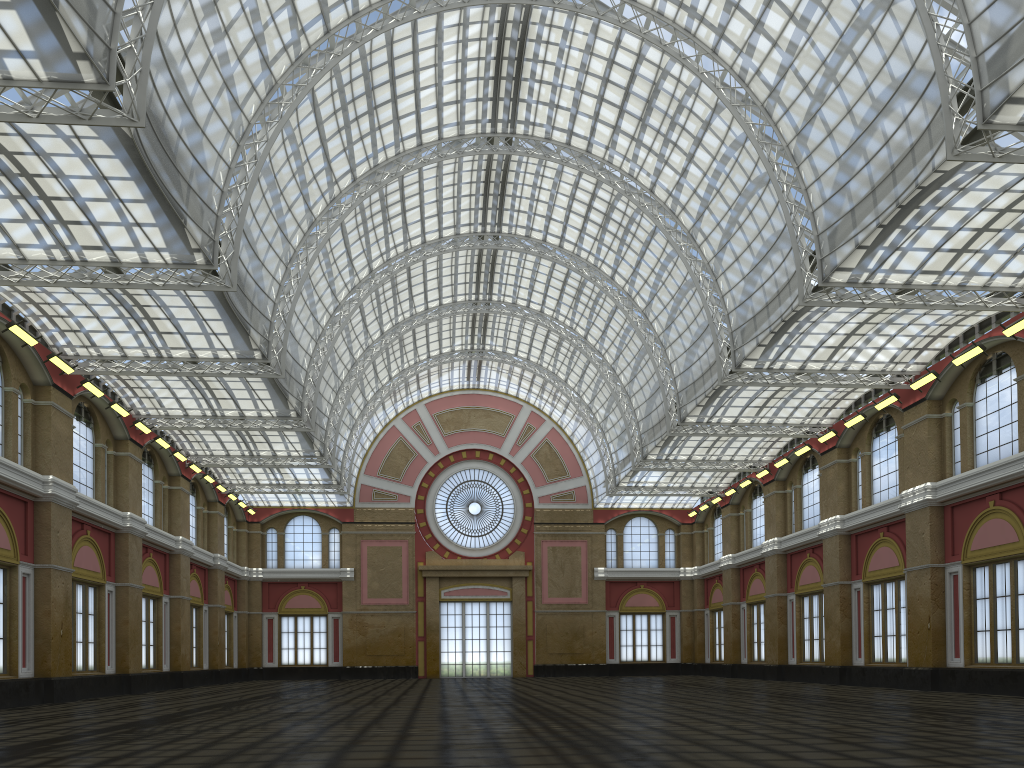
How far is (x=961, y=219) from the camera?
35.08m

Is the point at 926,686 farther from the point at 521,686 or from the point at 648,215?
the point at 648,215
